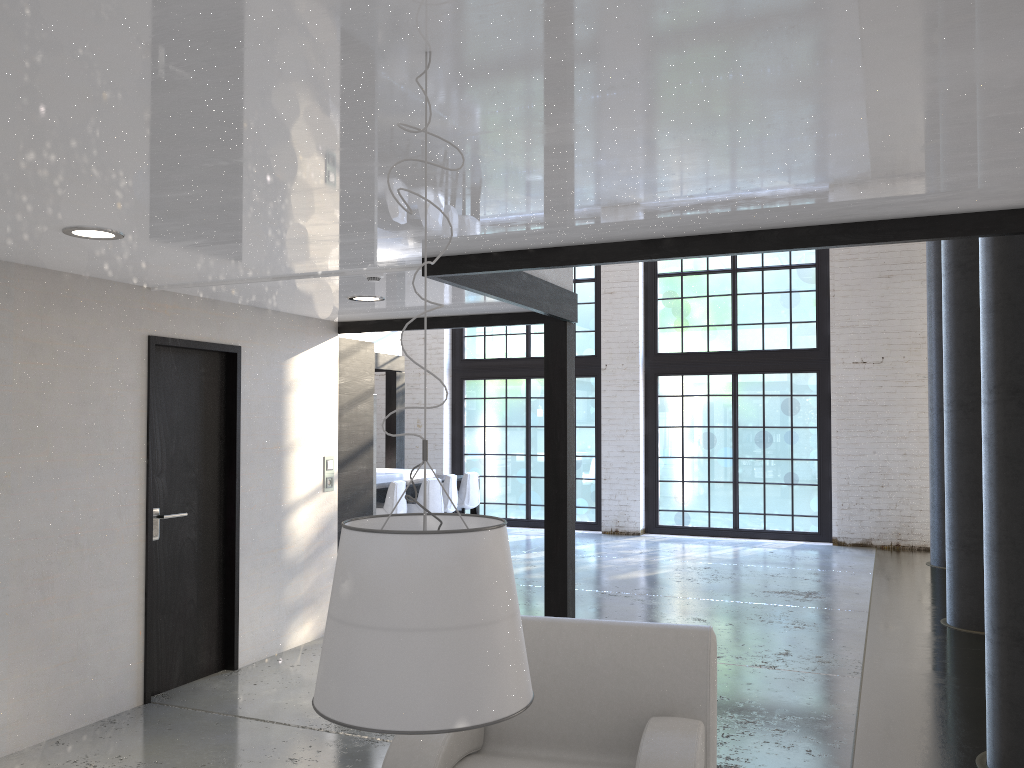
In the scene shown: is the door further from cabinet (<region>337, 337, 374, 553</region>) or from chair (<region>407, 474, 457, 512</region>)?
chair (<region>407, 474, 457, 512</region>)

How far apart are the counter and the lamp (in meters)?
7.97

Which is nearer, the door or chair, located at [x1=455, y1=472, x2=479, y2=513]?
the door

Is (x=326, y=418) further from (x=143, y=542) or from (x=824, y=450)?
(x=824, y=450)

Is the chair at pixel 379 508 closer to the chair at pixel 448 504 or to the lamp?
the chair at pixel 448 504

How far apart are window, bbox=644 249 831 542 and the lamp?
10.4 meters

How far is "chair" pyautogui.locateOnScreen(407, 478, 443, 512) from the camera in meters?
9.4 m

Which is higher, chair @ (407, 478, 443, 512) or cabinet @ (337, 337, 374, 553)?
cabinet @ (337, 337, 374, 553)

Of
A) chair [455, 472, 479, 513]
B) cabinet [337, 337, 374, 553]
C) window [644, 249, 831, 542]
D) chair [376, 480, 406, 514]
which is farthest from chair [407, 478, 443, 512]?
window [644, 249, 831, 542]

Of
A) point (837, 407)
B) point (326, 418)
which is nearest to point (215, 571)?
point (326, 418)
